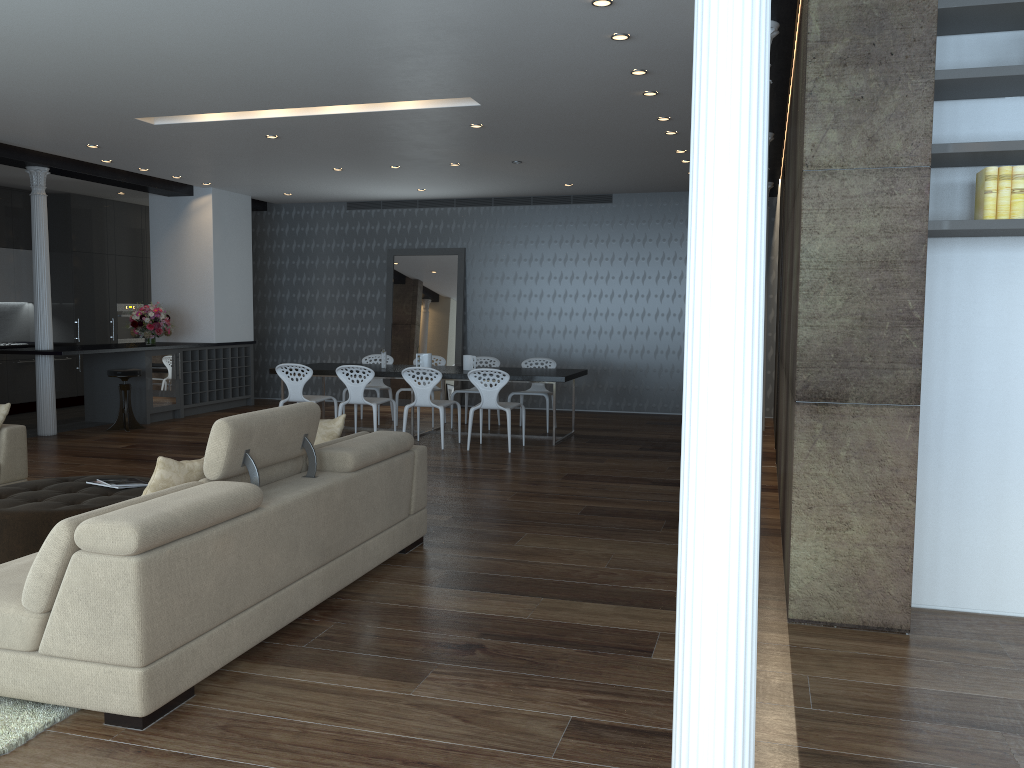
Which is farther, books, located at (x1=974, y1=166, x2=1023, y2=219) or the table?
the table

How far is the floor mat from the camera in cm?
284

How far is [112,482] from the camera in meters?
5.1 m

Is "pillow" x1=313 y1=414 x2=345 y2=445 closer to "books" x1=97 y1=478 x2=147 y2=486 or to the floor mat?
"books" x1=97 y1=478 x2=147 y2=486

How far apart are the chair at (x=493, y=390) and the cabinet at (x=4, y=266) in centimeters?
662cm

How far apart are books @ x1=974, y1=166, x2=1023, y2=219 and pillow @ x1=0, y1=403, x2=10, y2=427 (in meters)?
5.91

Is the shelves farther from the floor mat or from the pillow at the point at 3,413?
the floor mat

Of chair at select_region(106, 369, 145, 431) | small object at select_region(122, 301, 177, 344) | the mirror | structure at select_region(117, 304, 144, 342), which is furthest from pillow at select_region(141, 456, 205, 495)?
structure at select_region(117, 304, 144, 342)

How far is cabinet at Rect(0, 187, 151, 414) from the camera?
11.81m

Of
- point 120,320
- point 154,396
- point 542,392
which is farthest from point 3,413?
point 120,320
